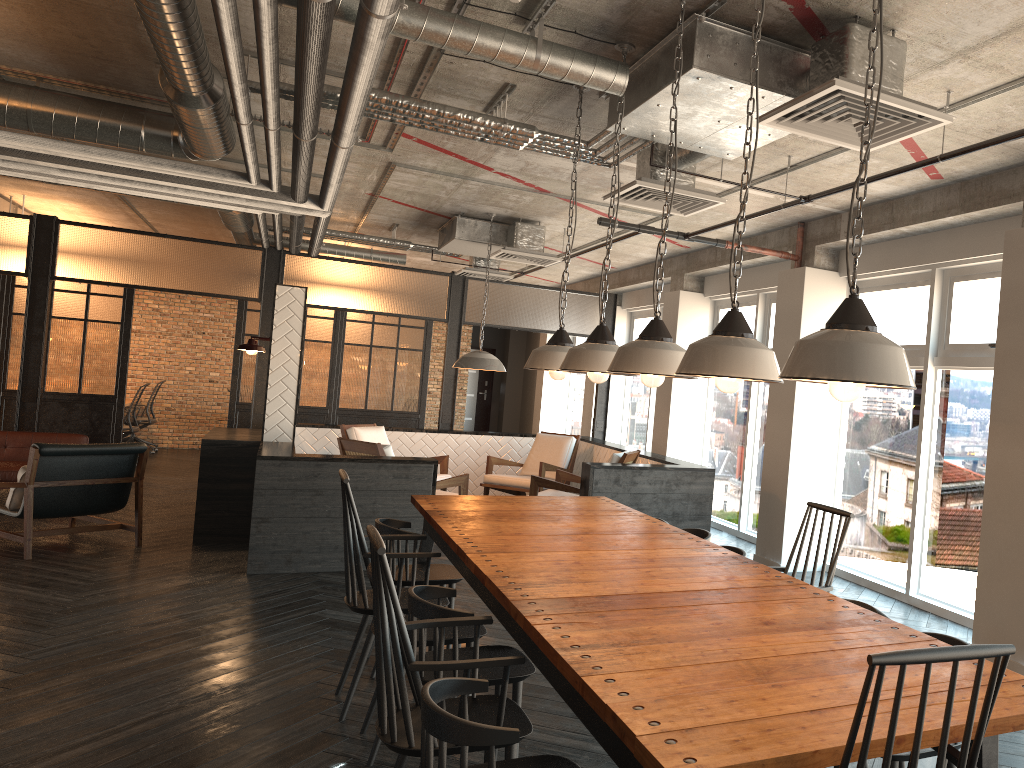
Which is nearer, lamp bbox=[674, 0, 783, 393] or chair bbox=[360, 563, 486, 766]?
lamp bbox=[674, 0, 783, 393]

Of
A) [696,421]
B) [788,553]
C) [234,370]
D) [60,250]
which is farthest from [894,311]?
[60,250]

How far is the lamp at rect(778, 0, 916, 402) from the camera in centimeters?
188cm

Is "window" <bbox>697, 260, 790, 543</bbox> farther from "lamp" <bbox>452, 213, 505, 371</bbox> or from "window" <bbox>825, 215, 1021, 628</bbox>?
"lamp" <bbox>452, 213, 505, 371</bbox>

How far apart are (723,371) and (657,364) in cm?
65

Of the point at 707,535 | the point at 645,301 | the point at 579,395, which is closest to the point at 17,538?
the point at 707,535

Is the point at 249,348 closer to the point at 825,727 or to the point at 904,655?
the point at 825,727

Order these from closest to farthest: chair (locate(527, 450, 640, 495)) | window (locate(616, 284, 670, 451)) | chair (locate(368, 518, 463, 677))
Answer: chair (locate(368, 518, 463, 677)) → chair (locate(527, 450, 640, 495)) → window (locate(616, 284, 670, 451))

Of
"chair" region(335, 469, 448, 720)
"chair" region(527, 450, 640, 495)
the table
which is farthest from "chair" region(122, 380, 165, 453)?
"chair" region(335, 469, 448, 720)

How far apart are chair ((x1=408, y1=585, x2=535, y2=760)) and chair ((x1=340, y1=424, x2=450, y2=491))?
5.8m
